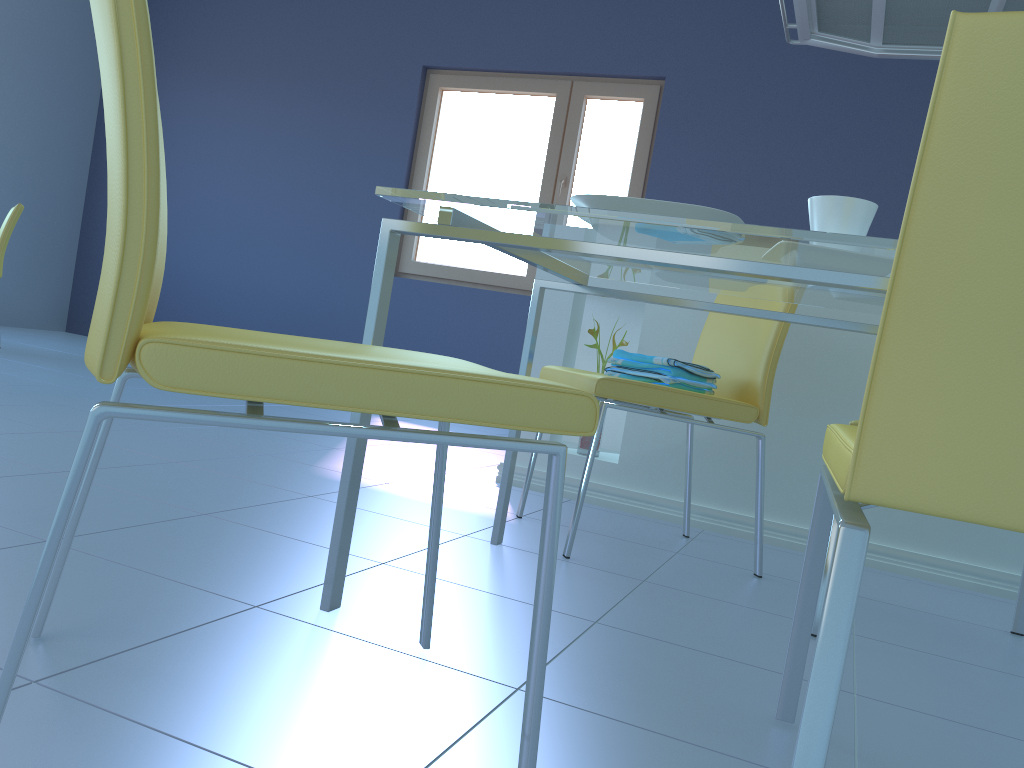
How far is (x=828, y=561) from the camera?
1.53m

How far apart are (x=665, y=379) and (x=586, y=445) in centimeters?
72cm

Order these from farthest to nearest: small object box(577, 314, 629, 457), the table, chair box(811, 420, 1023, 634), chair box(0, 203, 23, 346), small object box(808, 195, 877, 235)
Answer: chair box(0, 203, 23, 346) < small object box(577, 314, 629, 457) < chair box(811, 420, 1023, 634) < small object box(808, 195, 877, 235) < the table

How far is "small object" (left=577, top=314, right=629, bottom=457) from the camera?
2.60m

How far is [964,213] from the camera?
0.7 meters

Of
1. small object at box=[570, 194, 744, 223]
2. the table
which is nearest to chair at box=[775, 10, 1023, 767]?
the table

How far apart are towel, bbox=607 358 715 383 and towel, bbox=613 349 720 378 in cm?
1

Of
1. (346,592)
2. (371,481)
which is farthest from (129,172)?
(371,481)

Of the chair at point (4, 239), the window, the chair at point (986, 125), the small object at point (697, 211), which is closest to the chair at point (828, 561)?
the chair at point (986, 125)

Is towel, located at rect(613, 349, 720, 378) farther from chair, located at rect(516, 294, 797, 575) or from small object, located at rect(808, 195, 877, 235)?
small object, located at rect(808, 195, 877, 235)
